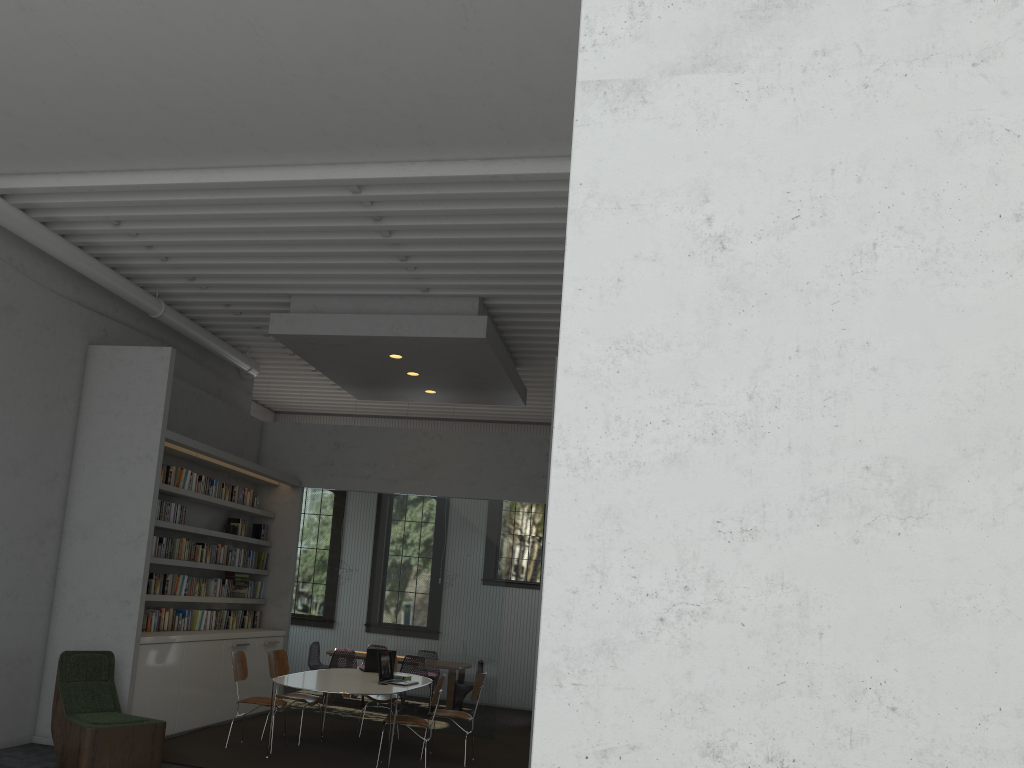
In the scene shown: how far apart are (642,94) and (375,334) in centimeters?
635cm

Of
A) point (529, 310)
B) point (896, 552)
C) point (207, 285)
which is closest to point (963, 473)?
point (896, 552)
